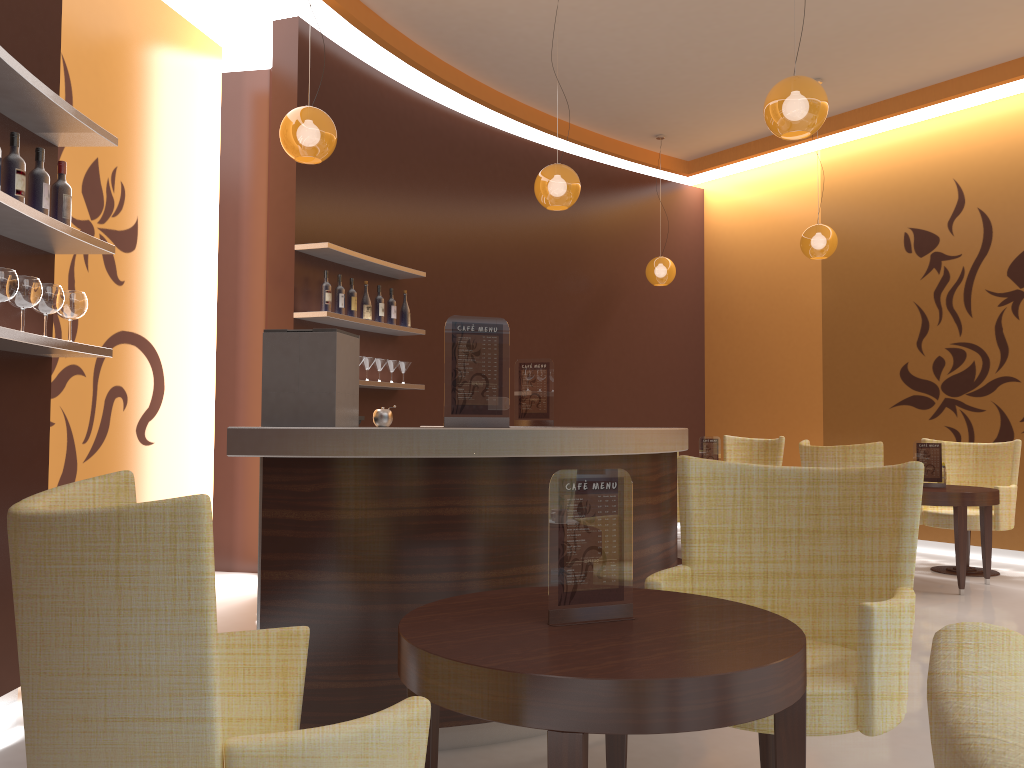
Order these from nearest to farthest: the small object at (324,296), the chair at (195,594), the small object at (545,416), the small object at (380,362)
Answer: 1. the chair at (195,594)
2. the small object at (545,416)
3. the small object at (324,296)
4. the small object at (380,362)

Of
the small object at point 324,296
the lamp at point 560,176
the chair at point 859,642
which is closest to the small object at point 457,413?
the chair at point 859,642

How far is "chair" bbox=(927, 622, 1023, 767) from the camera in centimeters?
32cm

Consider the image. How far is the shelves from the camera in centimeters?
294cm

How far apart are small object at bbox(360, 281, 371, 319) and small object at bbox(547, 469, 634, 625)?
4.5 meters

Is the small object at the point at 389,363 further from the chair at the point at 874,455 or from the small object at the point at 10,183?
the small object at the point at 10,183

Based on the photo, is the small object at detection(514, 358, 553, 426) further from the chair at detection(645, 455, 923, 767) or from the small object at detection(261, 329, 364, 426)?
the chair at detection(645, 455, 923, 767)

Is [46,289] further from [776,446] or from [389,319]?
[776,446]

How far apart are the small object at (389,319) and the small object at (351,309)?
0.49m

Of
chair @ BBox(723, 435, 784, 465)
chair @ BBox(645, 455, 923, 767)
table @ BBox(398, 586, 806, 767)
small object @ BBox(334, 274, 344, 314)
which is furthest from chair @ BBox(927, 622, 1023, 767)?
chair @ BBox(723, 435, 784, 465)
